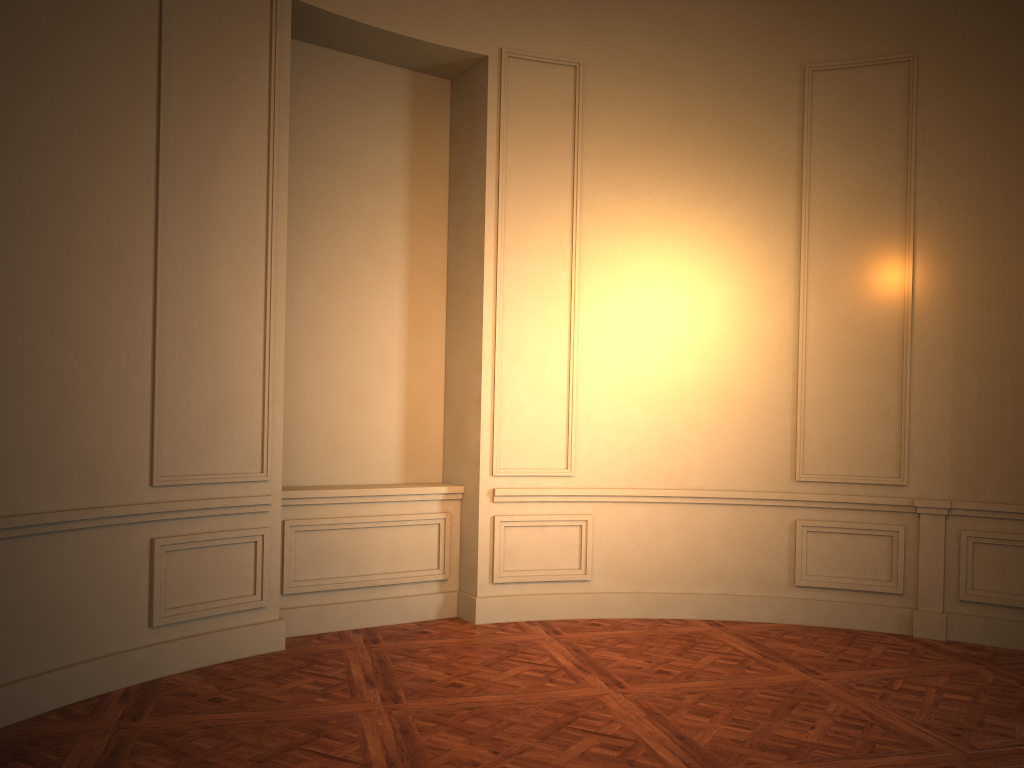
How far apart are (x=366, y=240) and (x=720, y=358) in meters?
2.5

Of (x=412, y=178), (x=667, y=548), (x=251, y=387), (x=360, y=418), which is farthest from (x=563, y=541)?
(x=412, y=178)

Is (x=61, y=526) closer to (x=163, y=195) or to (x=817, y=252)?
(x=163, y=195)
